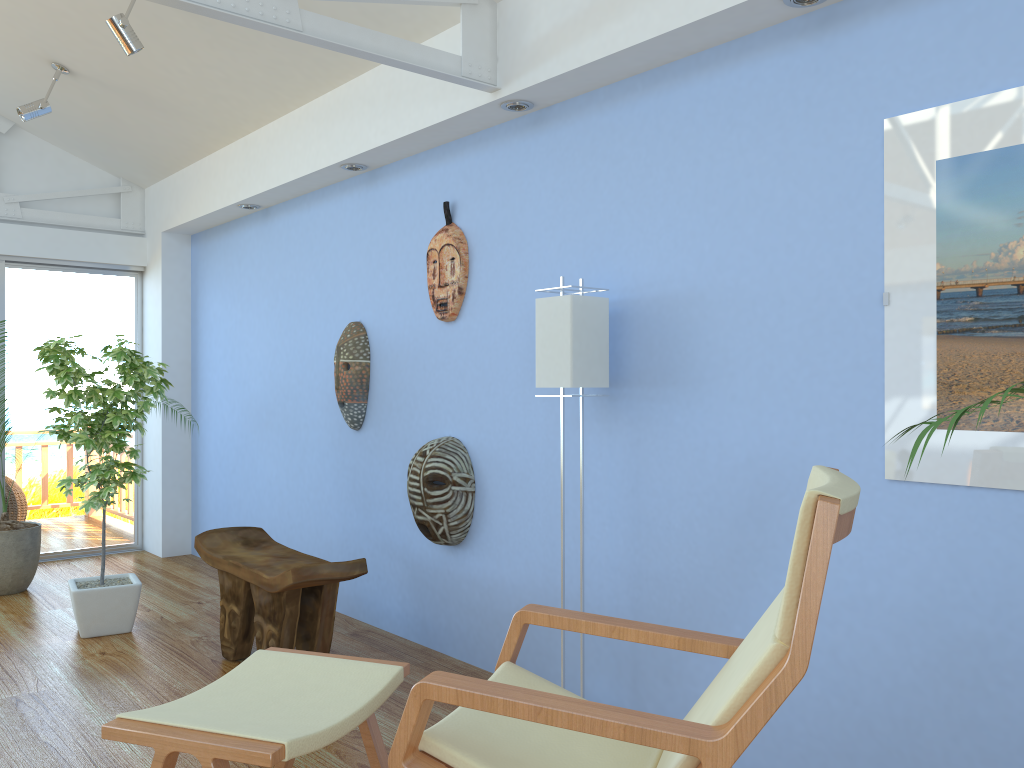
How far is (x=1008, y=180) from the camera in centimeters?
208cm

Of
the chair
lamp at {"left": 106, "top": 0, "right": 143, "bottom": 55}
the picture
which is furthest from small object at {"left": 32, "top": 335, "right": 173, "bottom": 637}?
the picture

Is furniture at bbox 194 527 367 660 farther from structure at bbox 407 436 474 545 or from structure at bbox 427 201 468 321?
structure at bbox 427 201 468 321

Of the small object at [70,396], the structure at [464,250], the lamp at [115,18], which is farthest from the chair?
the lamp at [115,18]

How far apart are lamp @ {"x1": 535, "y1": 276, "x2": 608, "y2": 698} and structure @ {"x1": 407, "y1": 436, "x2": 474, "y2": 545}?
0.8m

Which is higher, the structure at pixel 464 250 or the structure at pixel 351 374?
the structure at pixel 464 250

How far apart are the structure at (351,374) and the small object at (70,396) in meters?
0.9

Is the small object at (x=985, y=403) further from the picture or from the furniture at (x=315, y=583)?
the furniture at (x=315, y=583)

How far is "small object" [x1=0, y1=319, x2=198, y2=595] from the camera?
4.9m

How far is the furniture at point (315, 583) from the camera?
3.3 meters
